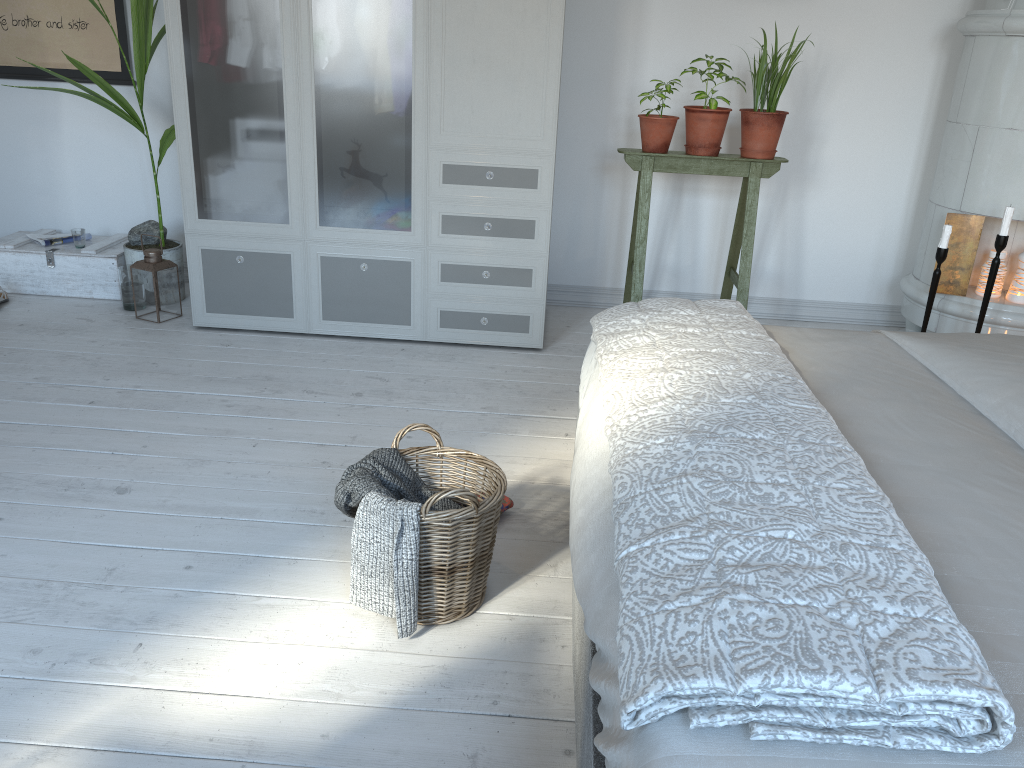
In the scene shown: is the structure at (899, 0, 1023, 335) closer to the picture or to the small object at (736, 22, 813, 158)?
the small object at (736, 22, 813, 158)

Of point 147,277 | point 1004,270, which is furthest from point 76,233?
point 1004,270

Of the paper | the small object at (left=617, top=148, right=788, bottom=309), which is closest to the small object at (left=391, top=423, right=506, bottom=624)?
the small object at (left=617, top=148, right=788, bottom=309)

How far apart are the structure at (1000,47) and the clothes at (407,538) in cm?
264

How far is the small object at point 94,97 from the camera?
3.5 meters

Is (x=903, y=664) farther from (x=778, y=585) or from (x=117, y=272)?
(x=117, y=272)

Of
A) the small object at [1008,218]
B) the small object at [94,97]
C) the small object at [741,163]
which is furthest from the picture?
the small object at [1008,218]

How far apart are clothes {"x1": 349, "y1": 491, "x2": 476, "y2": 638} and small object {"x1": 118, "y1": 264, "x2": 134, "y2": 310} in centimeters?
245cm

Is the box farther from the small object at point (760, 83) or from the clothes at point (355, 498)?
the small object at point (760, 83)

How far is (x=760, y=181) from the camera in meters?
4.0
